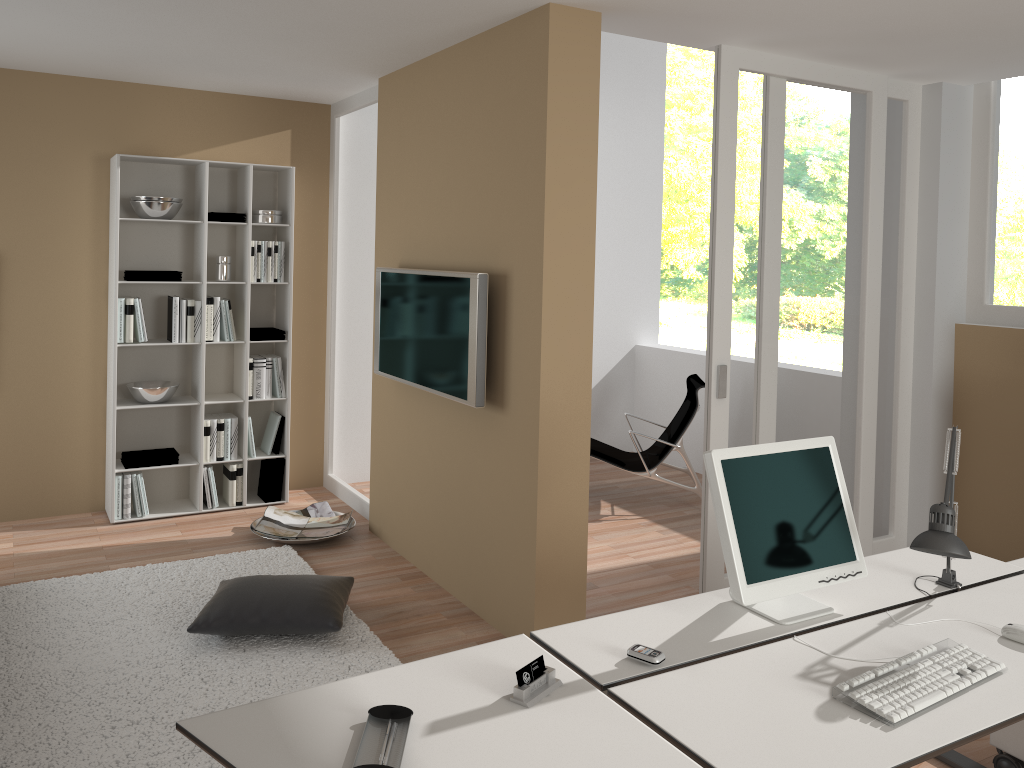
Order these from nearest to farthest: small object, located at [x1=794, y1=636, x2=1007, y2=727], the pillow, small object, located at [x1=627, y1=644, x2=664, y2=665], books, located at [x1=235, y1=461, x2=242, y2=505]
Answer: small object, located at [x1=794, y1=636, x2=1007, y2=727]
small object, located at [x1=627, y1=644, x2=664, y2=665]
the pillow
books, located at [x1=235, y1=461, x2=242, y2=505]

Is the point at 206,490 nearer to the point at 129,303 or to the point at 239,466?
the point at 239,466

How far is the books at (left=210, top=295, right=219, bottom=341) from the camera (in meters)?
5.38

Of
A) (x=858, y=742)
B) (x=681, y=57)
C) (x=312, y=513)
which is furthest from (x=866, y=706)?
(x=681, y=57)

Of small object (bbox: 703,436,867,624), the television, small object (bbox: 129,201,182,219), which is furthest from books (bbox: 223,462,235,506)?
small object (bbox: 703,436,867,624)

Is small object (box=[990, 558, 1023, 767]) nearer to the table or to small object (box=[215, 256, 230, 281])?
the table

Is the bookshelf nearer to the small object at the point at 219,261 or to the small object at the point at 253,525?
the small object at the point at 219,261

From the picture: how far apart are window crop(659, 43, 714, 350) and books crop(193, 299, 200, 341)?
9.0m

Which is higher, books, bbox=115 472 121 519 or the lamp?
the lamp

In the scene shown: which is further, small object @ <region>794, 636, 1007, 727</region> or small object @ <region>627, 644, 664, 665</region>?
small object @ <region>627, 644, 664, 665</region>
